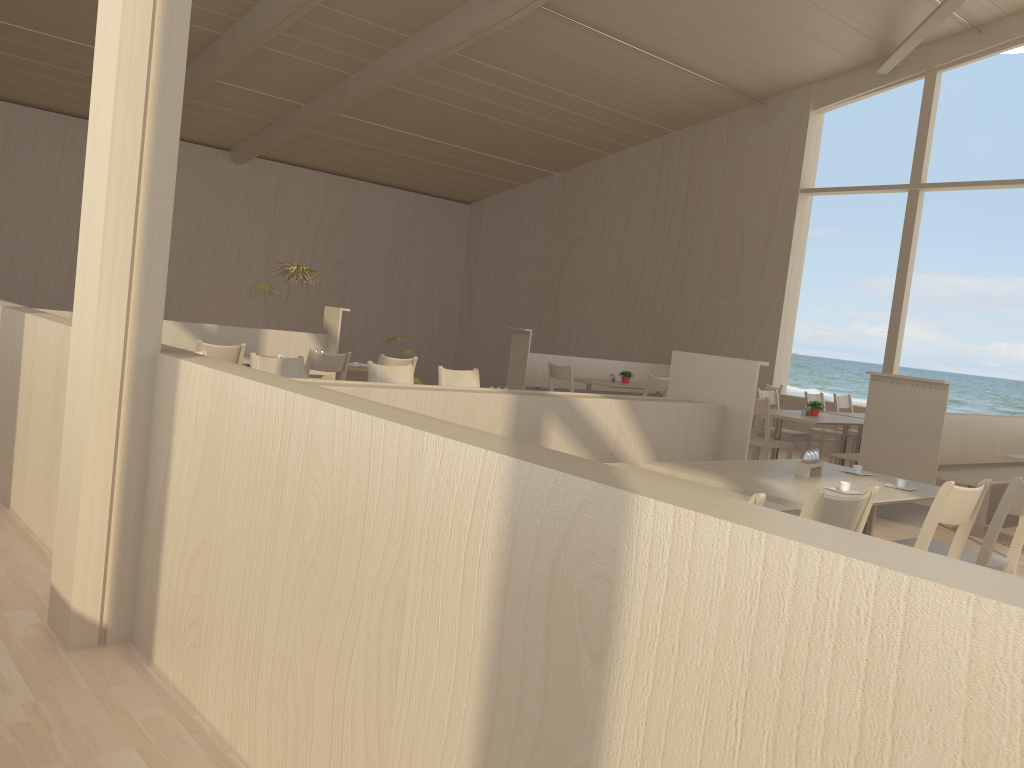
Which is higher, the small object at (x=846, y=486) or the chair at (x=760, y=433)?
the small object at (x=846, y=486)

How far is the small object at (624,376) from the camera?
9.6 meters

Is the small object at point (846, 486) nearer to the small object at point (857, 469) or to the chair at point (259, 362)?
the small object at point (857, 469)

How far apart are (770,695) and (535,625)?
0.4m

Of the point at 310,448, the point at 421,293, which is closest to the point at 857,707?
the point at 310,448

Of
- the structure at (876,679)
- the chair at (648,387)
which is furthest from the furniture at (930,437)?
the structure at (876,679)

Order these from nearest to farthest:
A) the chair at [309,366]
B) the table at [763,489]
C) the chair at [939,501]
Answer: the chair at [939,501]
the table at [763,489]
the chair at [309,366]

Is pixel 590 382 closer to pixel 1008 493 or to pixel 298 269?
pixel 298 269

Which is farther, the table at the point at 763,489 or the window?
the window

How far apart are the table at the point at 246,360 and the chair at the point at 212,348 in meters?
0.7
